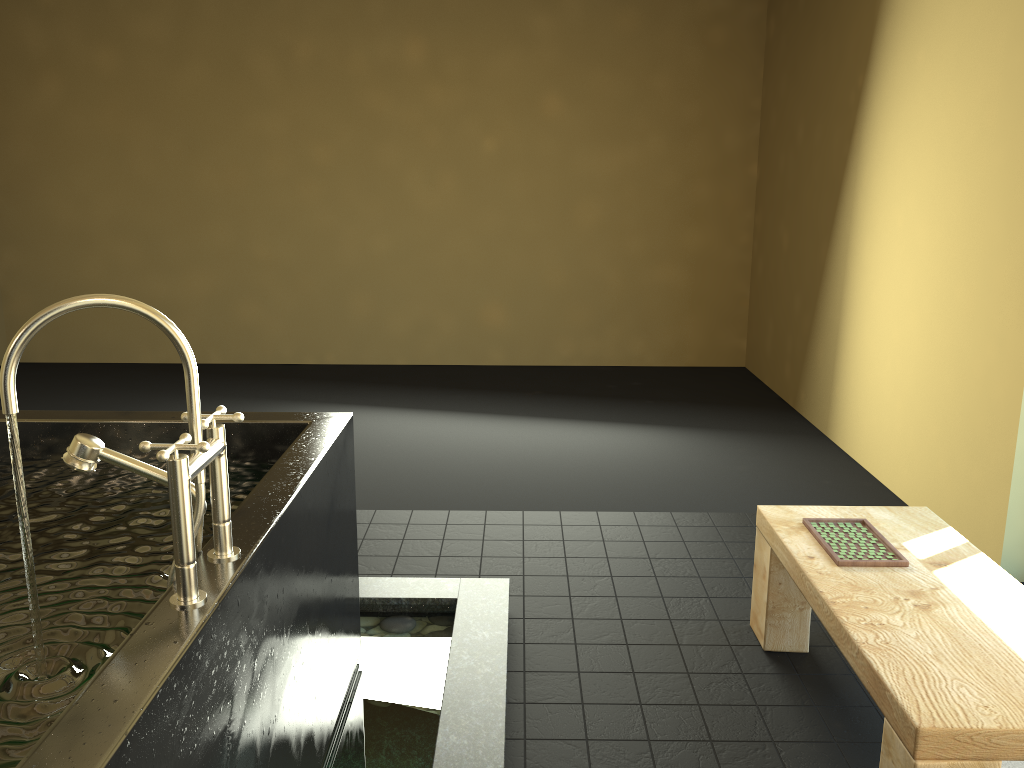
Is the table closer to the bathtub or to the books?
the books

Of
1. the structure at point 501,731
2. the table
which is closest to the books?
the table

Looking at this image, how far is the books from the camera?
2.3 meters

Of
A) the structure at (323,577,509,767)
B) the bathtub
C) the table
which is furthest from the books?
the bathtub

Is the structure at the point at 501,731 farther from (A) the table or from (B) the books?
(B) the books

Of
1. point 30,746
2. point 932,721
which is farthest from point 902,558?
point 30,746

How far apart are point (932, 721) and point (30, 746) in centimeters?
149cm

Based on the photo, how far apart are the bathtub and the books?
1.3m

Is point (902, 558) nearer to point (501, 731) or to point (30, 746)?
point (501, 731)

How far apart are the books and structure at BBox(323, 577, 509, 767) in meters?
0.9 m
